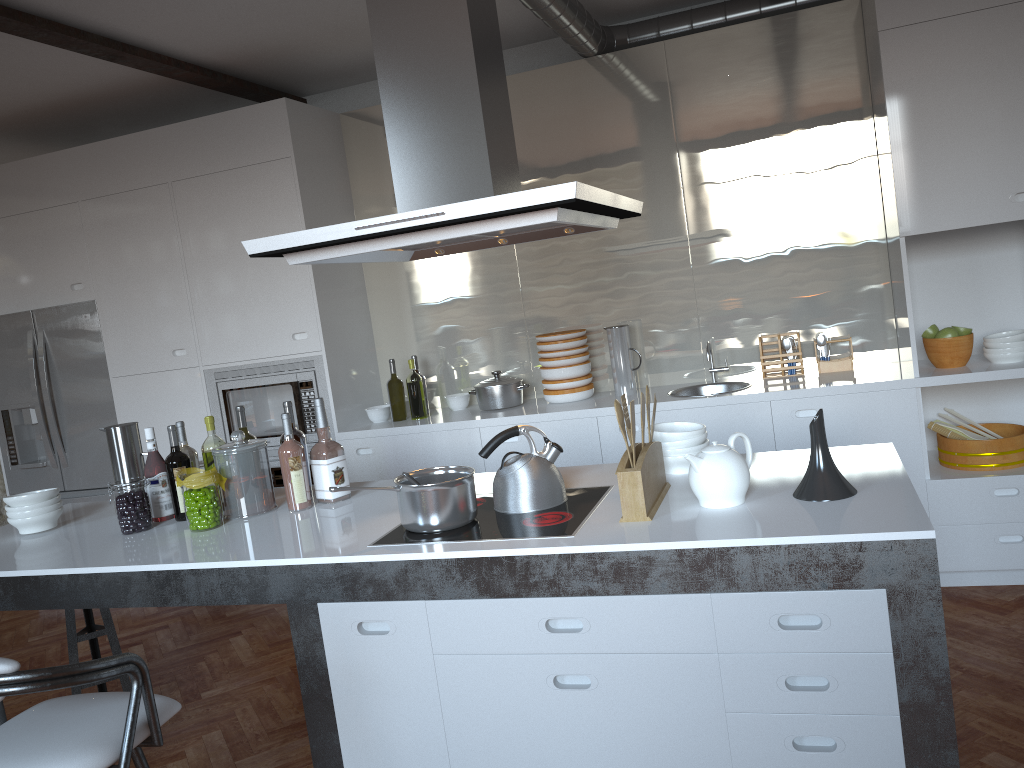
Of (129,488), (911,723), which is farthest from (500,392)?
(911,723)

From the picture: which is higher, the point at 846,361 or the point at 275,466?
the point at 846,361

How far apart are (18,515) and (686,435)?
2.3m

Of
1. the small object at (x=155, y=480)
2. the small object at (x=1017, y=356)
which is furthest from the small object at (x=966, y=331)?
the small object at (x=155, y=480)

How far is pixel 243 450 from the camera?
2.92m

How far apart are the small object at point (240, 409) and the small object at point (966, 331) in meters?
3.0

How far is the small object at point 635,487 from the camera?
2.2m

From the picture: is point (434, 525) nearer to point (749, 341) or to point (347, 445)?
point (347, 445)

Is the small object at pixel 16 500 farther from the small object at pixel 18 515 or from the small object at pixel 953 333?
the small object at pixel 953 333

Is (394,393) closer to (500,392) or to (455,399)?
(455,399)
